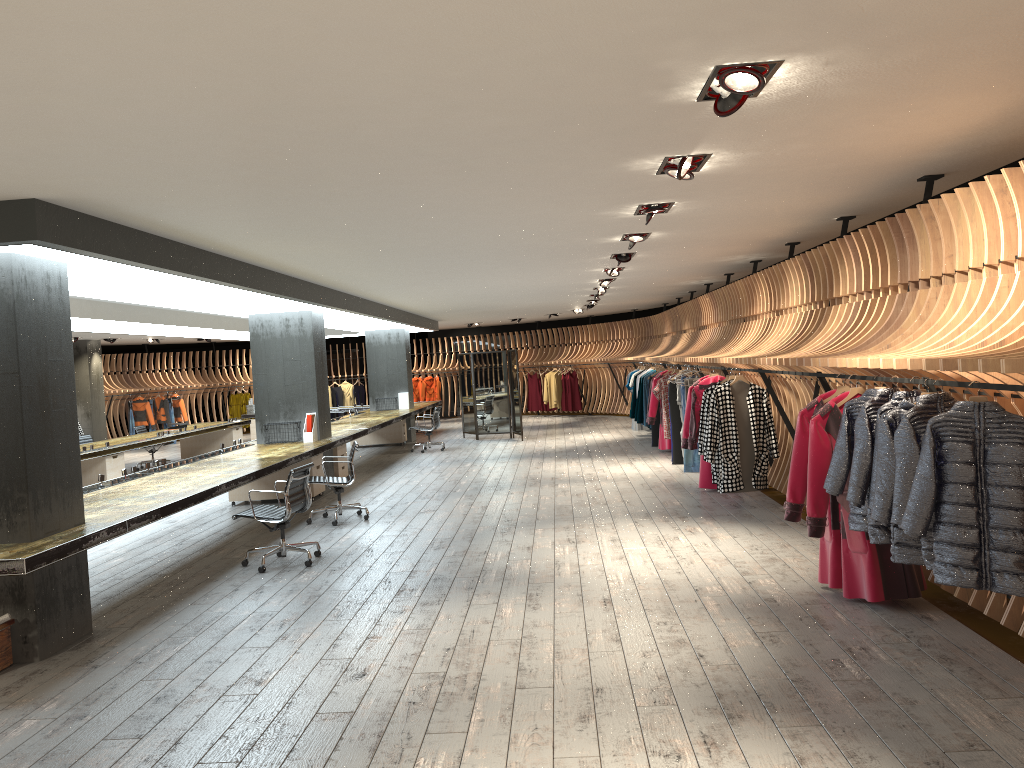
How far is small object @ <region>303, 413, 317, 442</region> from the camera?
11.97m

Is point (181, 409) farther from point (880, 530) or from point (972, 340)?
point (972, 340)

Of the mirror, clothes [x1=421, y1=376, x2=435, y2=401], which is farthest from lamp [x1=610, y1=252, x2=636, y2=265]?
clothes [x1=421, y1=376, x2=435, y2=401]

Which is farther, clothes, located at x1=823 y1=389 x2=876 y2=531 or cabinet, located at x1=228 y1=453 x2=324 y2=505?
cabinet, located at x1=228 y1=453 x2=324 y2=505

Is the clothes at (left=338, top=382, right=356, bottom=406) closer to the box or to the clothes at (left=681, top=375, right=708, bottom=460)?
the clothes at (left=681, top=375, right=708, bottom=460)

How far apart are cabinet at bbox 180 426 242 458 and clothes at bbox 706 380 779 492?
12.3m

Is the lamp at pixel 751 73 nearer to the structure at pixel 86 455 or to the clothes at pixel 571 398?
the structure at pixel 86 455

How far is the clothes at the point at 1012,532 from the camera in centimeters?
A: 382cm

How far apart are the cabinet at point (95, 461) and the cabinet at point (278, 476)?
2.88m

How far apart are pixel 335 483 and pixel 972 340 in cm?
681
